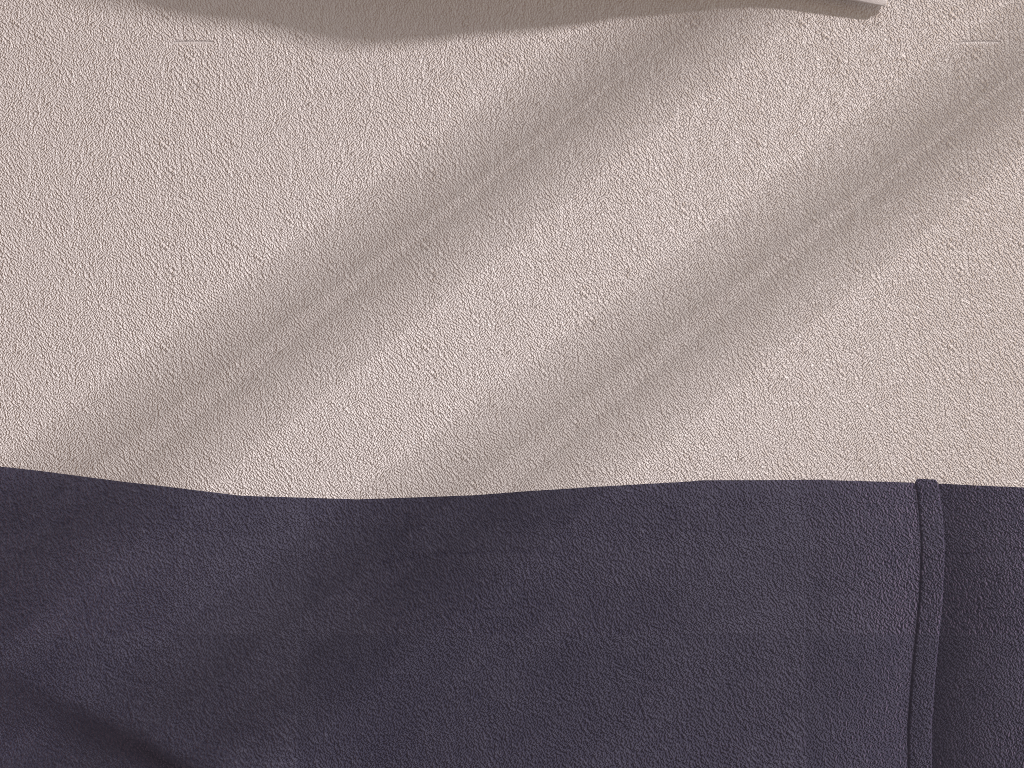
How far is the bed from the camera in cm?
87

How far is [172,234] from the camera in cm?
90

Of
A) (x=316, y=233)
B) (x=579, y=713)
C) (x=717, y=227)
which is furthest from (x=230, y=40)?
(x=579, y=713)

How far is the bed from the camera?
0.87m
